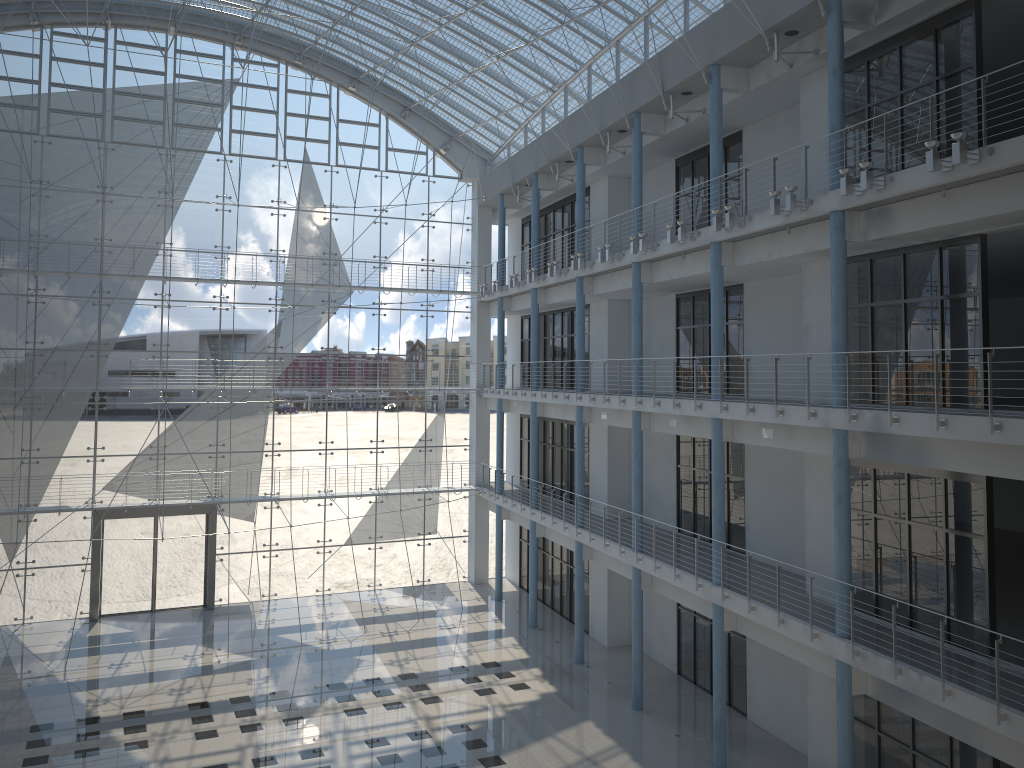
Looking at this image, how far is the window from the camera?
4.01m

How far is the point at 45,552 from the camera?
4.0m

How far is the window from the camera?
4.0 meters
